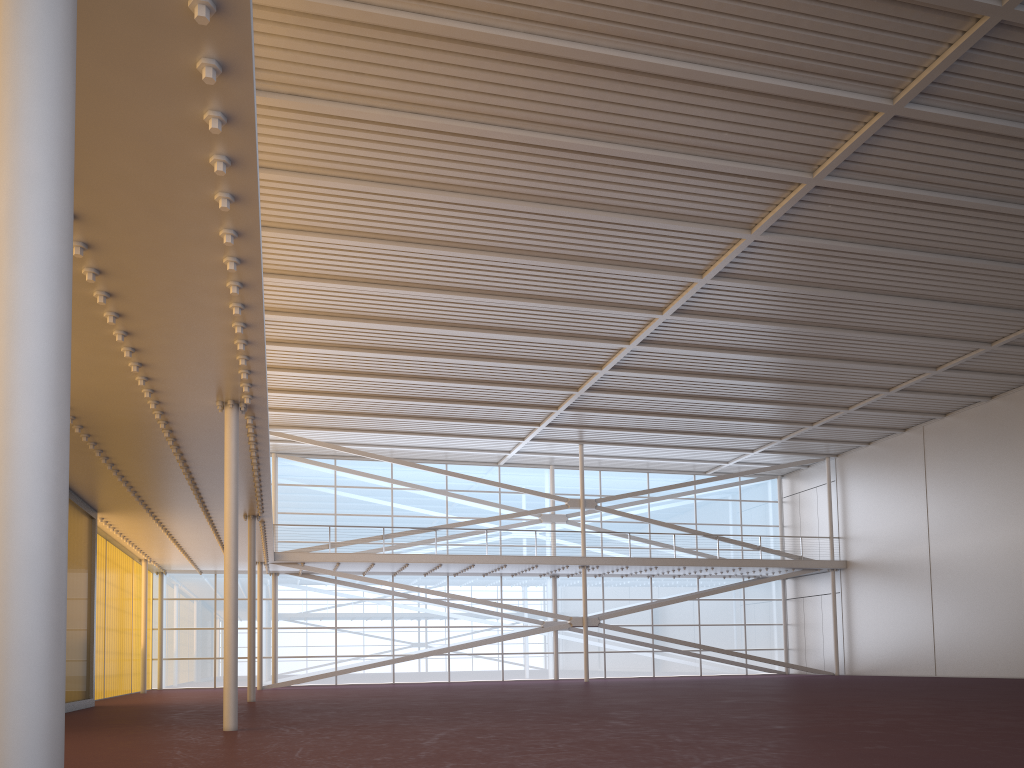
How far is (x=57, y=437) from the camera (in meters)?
2.41
